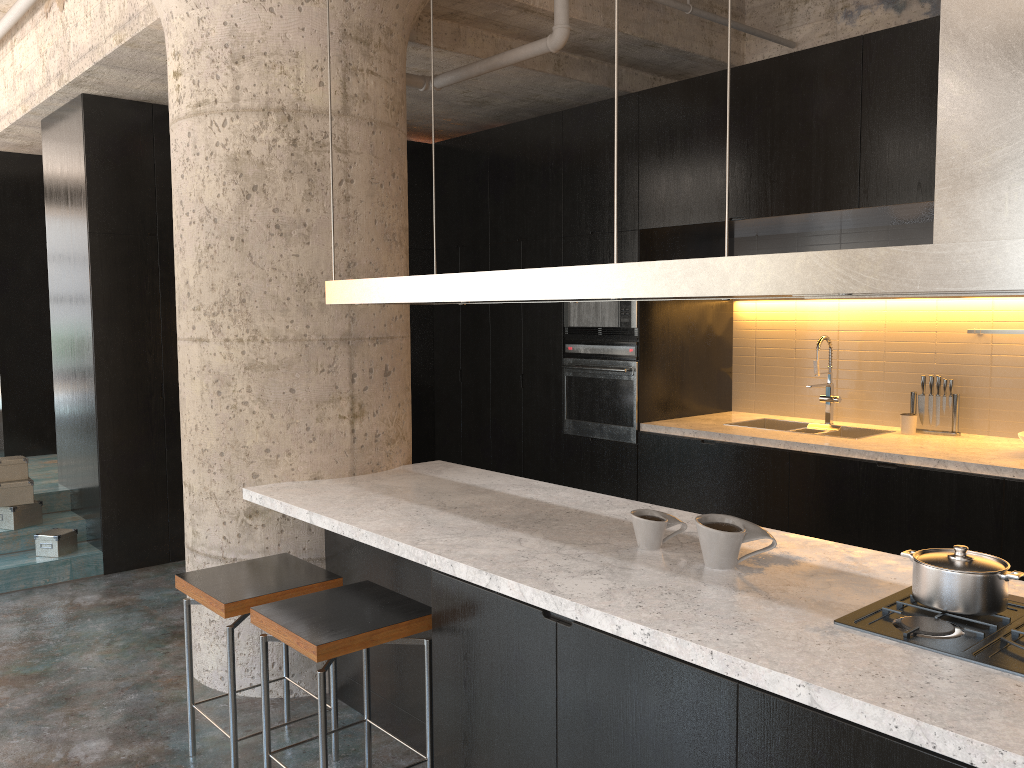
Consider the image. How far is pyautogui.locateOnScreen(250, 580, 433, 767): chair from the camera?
2.65m

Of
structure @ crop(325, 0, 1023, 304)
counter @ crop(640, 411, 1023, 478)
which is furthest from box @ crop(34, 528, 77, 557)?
counter @ crop(640, 411, 1023, 478)

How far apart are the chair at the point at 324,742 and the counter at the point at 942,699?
0.22m

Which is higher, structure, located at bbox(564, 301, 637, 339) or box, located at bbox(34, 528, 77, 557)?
structure, located at bbox(564, 301, 637, 339)

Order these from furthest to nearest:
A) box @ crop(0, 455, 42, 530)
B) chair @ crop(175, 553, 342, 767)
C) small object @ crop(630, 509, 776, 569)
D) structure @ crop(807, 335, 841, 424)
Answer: box @ crop(0, 455, 42, 530), structure @ crop(807, 335, 841, 424), chair @ crop(175, 553, 342, 767), small object @ crop(630, 509, 776, 569)

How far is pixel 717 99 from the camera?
5.0 meters

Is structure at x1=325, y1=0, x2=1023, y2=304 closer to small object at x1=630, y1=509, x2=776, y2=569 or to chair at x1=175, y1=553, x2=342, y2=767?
small object at x1=630, y1=509, x2=776, y2=569

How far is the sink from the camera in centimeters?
536cm

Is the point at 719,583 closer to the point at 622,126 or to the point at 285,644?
the point at 285,644

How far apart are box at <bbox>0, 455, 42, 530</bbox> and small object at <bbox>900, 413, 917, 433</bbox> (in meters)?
5.39
